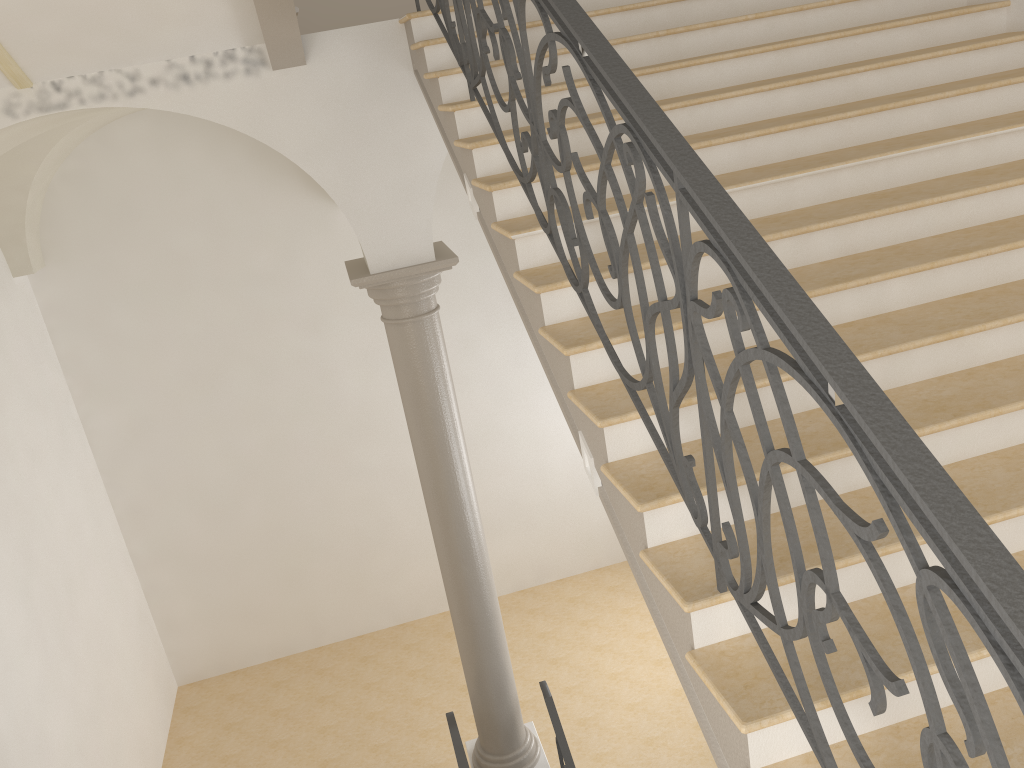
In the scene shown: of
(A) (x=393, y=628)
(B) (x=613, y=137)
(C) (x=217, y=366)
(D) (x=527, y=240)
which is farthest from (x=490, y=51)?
(A) (x=393, y=628)

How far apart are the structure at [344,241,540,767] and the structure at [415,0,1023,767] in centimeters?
149cm

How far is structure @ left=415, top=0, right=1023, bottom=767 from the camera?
1.3 meters

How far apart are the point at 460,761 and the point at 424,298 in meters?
3.0

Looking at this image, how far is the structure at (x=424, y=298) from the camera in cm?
577

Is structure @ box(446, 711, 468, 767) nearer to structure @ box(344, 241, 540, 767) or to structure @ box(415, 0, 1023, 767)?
structure @ box(344, 241, 540, 767)

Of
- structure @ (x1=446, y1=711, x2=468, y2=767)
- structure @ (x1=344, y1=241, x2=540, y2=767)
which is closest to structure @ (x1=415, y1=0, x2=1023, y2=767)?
structure @ (x1=344, y1=241, x2=540, y2=767)

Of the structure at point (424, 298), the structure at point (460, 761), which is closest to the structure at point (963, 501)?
the structure at point (424, 298)

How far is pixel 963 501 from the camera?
1.3m

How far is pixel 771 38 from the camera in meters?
4.7 m
